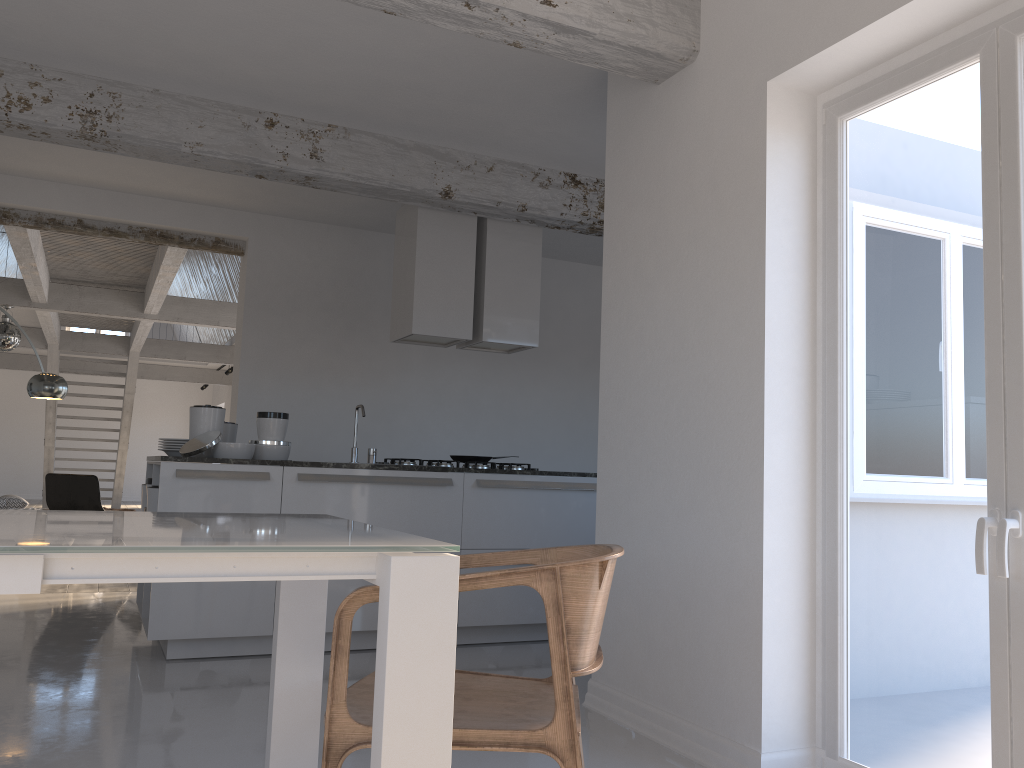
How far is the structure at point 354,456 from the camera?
5.21m

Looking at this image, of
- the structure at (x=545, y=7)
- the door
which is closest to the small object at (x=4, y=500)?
the structure at (x=545, y=7)

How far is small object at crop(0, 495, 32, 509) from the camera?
9.6 meters

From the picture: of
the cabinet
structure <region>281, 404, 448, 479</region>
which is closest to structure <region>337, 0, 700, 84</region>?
the cabinet

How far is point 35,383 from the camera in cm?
759

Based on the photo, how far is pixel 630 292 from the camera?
3.8m

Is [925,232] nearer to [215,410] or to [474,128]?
[474,128]

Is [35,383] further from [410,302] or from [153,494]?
[410,302]

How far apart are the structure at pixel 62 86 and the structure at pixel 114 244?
2.6 meters

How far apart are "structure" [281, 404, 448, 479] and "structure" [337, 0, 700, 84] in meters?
2.6
